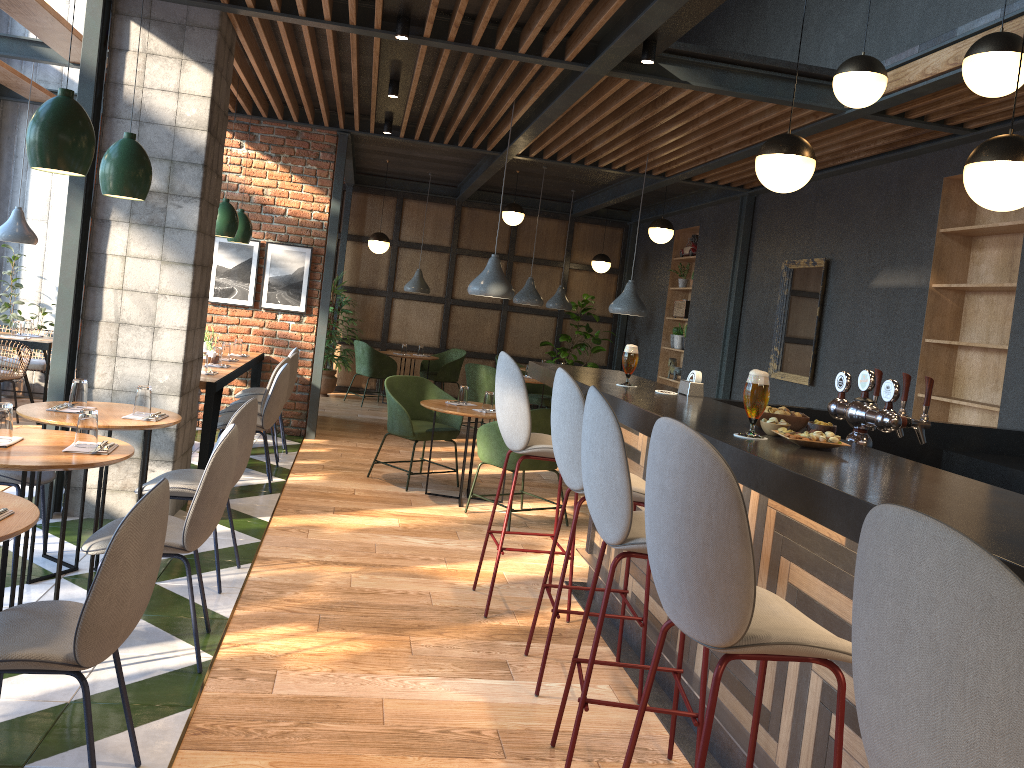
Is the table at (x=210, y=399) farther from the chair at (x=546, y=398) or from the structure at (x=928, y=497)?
the chair at (x=546, y=398)

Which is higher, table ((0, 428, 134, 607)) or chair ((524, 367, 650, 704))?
chair ((524, 367, 650, 704))

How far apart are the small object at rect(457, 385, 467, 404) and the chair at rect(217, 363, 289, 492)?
1.3 meters

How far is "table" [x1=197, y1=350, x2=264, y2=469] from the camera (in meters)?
5.65

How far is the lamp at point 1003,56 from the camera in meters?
3.6 m

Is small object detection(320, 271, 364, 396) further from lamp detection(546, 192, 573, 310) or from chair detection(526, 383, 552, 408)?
lamp detection(546, 192, 573, 310)

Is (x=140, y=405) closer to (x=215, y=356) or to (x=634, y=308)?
(x=215, y=356)

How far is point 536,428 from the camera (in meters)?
5.91

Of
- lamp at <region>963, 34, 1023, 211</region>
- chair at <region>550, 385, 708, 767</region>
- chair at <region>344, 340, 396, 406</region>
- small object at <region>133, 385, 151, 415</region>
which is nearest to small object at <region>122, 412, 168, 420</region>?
small object at <region>133, 385, 151, 415</region>

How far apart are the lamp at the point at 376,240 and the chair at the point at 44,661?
8.6 meters
